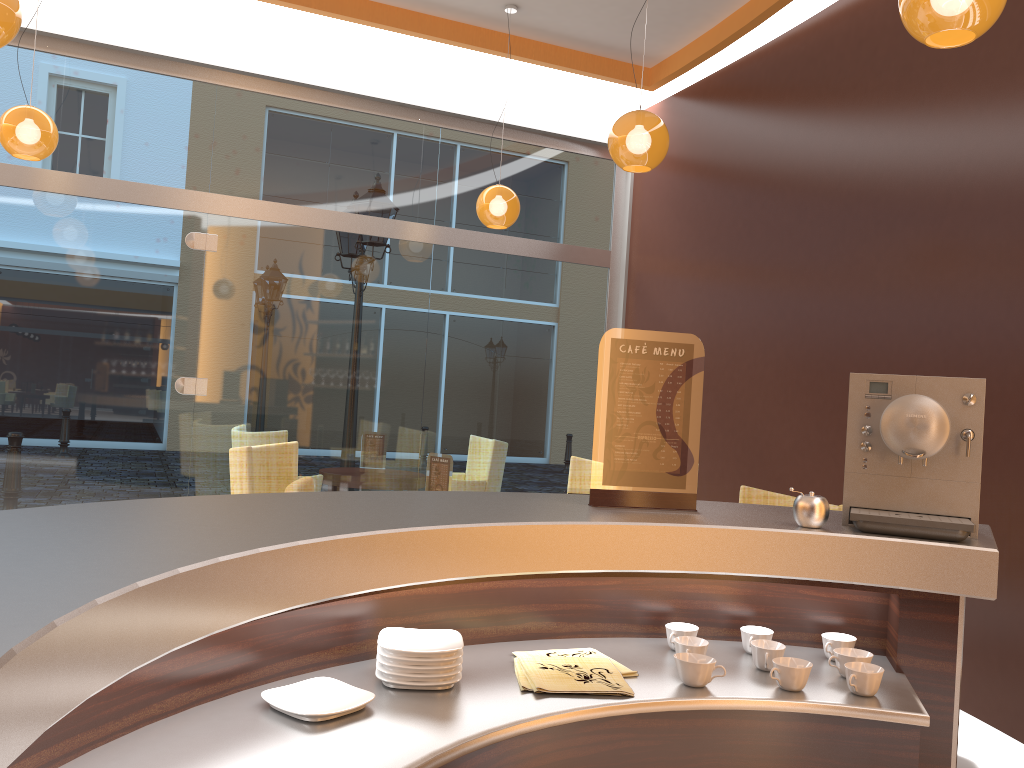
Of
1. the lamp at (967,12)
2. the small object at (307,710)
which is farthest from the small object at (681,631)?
the lamp at (967,12)

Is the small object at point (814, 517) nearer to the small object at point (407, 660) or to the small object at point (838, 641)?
the small object at point (838, 641)

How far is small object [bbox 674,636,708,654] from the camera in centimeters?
175cm

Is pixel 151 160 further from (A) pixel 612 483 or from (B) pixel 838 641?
(B) pixel 838 641

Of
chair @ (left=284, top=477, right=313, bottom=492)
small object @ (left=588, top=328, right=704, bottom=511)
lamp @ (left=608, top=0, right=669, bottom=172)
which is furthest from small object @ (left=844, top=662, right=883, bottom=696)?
lamp @ (left=608, top=0, right=669, bottom=172)

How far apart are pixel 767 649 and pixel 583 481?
3.8m

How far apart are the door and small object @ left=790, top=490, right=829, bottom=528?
5.1 meters

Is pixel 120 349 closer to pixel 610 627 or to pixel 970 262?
pixel 610 627

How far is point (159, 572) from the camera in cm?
104

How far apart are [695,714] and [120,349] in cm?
530
